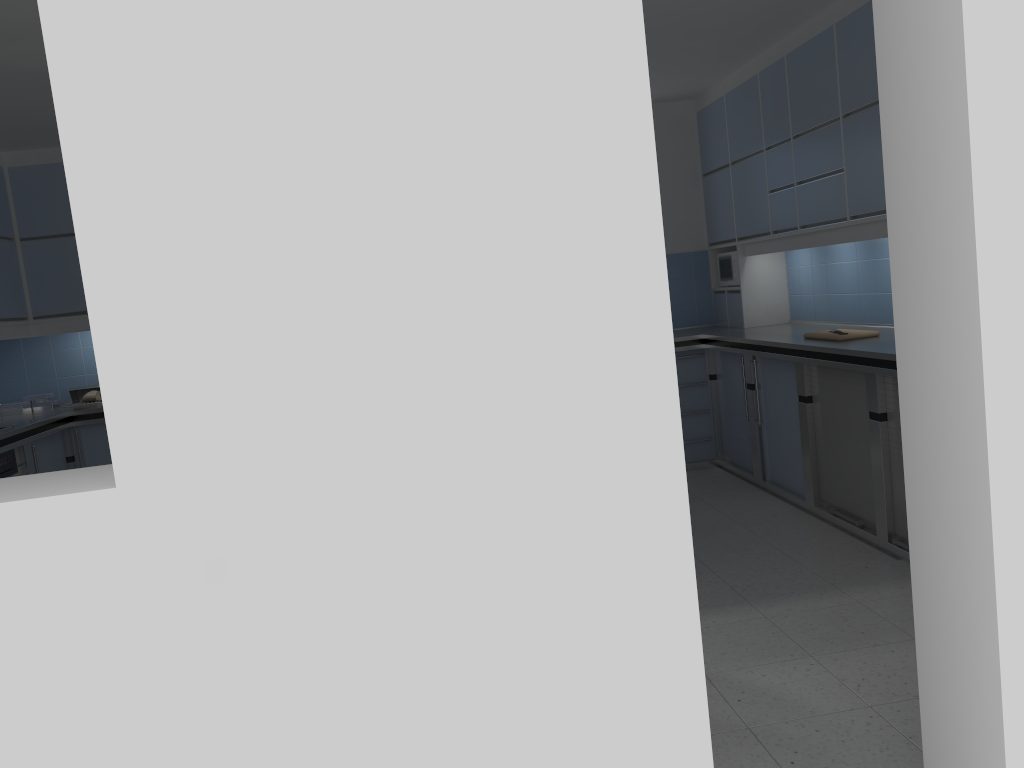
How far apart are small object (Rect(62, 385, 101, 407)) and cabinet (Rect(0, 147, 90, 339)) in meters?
0.5

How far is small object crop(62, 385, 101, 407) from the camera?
6.3 meters

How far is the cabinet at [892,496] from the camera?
4.17m

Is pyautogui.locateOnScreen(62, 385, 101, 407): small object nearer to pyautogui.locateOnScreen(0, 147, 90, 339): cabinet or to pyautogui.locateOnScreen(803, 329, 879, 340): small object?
pyautogui.locateOnScreen(0, 147, 90, 339): cabinet

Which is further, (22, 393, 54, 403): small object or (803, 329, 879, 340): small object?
(22, 393, 54, 403): small object

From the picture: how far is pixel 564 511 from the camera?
1.6m

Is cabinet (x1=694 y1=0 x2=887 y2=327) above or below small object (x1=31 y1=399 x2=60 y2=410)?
above

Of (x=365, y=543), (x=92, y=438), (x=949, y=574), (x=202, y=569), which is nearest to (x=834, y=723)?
(x=949, y=574)

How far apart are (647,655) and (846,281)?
4.46m

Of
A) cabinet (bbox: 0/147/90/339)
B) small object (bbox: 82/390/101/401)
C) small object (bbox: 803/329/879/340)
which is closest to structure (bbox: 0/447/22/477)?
cabinet (bbox: 0/147/90/339)
